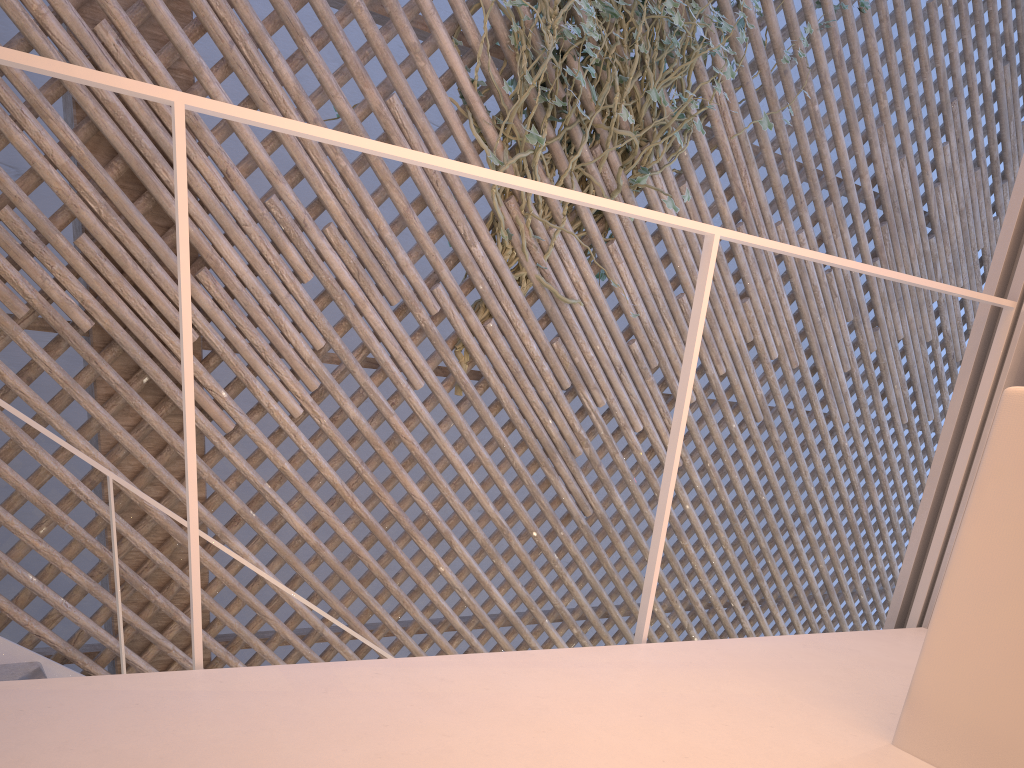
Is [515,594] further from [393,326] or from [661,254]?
[393,326]

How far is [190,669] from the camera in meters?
2.1 m

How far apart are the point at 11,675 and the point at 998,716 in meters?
1.9 m

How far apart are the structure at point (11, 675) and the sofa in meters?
1.2

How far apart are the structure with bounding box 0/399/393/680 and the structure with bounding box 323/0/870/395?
1.15m

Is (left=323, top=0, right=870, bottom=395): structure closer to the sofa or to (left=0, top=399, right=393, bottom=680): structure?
(left=0, top=399, right=393, bottom=680): structure

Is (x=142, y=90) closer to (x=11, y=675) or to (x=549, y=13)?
(x=11, y=675)

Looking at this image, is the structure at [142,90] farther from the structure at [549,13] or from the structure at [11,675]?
the structure at [549,13]

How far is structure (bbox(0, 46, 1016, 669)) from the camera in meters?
0.7

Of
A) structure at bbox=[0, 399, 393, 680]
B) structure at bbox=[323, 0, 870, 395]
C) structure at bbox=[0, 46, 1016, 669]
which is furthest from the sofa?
structure at bbox=[323, 0, 870, 395]
